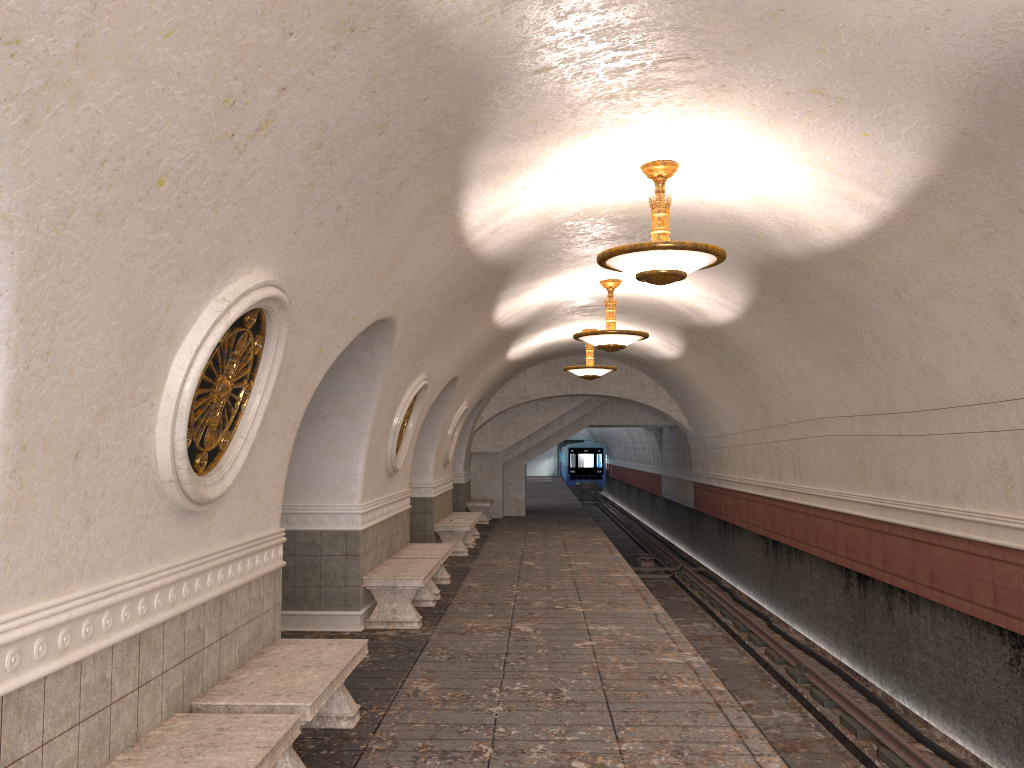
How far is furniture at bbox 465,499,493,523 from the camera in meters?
21.0

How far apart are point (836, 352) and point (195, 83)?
8.3m

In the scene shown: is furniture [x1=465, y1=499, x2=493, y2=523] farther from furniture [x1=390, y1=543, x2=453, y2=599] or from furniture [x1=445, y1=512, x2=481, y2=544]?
furniture [x1=390, y1=543, x2=453, y2=599]

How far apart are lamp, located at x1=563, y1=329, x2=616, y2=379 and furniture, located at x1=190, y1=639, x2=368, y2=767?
10.8 meters

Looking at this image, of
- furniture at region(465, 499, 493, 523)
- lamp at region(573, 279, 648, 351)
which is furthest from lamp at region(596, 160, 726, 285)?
furniture at region(465, 499, 493, 523)

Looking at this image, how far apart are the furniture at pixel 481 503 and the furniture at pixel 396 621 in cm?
1096

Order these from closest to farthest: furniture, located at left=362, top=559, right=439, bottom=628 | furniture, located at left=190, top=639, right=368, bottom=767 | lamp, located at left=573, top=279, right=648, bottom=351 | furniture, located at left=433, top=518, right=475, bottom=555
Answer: furniture, located at left=190, top=639, right=368, bottom=767, furniture, located at left=362, top=559, right=439, bottom=628, lamp, located at left=573, top=279, right=648, bottom=351, furniture, located at left=433, top=518, right=475, bottom=555

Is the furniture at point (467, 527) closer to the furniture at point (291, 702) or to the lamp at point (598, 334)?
the lamp at point (598, 334)

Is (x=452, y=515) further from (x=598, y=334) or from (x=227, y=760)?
(x=227, y=760)

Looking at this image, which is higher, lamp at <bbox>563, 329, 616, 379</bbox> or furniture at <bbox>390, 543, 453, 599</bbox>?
lamp at <bbox>563, 329, 616, 379</bbox>
